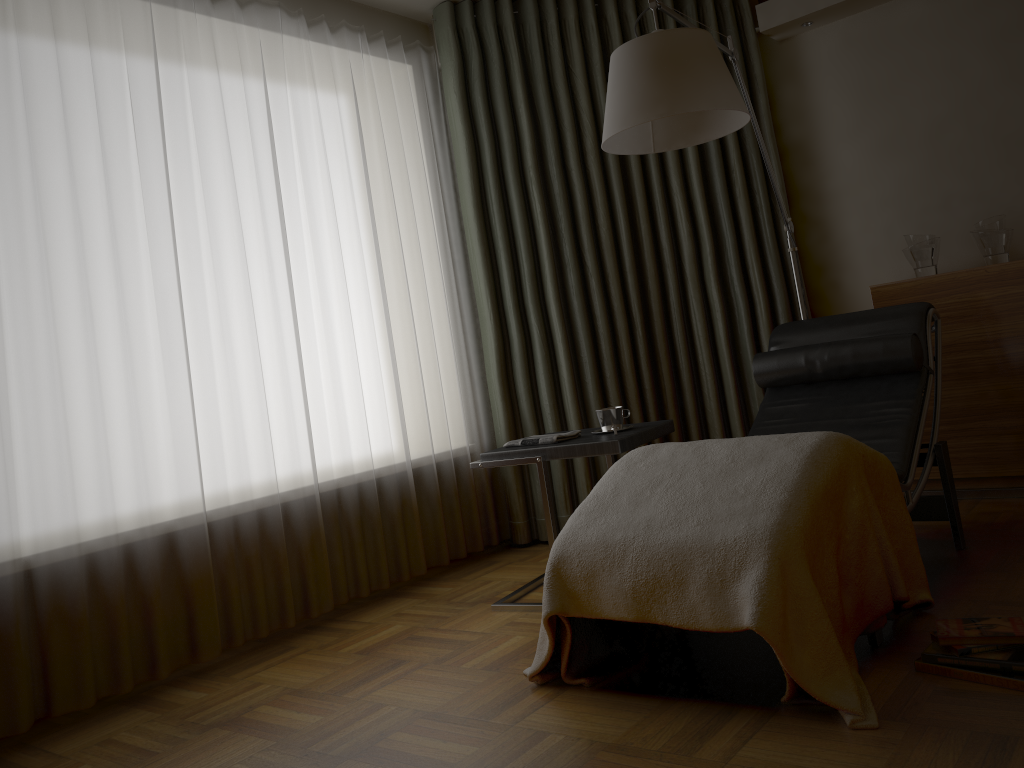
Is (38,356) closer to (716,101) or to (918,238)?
(716,101)

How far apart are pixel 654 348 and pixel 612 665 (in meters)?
2.07

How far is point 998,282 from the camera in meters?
3.4

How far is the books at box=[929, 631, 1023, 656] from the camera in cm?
191

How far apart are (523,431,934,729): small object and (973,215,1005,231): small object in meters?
1.6 m

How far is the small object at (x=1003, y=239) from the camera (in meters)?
3.45

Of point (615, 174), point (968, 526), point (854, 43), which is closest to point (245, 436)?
point (615, 174)

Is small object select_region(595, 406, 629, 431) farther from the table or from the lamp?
the lamp

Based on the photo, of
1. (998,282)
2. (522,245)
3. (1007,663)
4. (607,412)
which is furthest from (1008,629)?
(522,245)

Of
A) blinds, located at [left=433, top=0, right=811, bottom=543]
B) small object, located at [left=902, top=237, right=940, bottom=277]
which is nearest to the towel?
blinds, located at [left=433, top=0, right=811, bottom=543]
